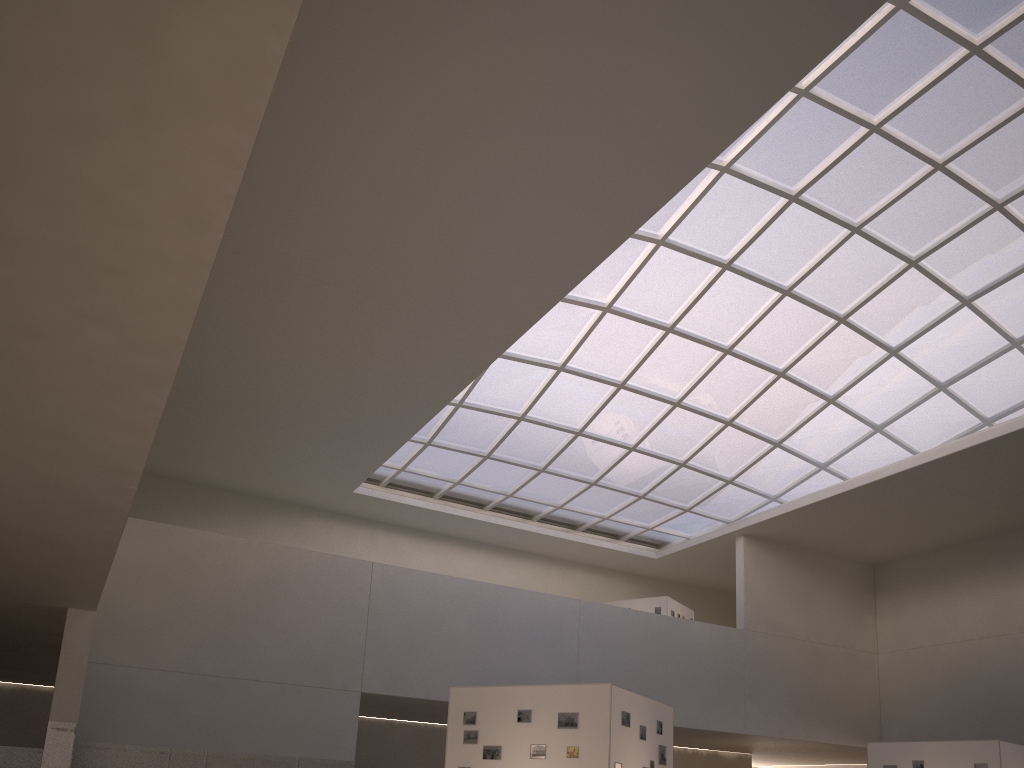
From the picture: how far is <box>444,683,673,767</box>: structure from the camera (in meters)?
19.35

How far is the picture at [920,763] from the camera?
29.0m

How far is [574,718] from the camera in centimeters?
1967cm

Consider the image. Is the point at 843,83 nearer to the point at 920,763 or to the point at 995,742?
the point at 995,742

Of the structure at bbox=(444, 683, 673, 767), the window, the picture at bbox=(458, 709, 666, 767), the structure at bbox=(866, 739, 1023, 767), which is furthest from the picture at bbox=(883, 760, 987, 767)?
the window

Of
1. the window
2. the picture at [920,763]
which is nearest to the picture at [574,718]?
the picture at [920,763]

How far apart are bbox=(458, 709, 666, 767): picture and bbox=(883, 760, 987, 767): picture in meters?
12.5 m

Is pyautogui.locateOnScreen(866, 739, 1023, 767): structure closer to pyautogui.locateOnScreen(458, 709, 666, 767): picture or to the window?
pyautogui.locateOnScreen(458, 709, 666, 767): picture

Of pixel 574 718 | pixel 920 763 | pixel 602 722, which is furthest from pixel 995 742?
pixel 574 718

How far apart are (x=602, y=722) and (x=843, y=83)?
26.2 meters
